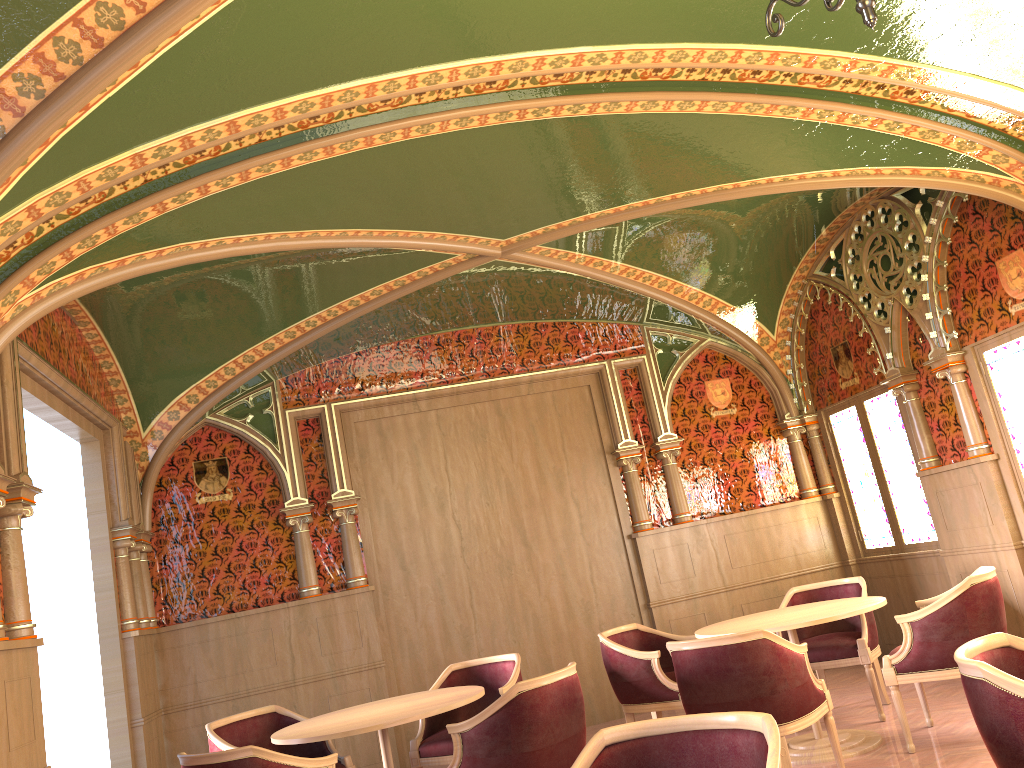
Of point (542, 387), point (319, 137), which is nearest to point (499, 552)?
point (542, 387)

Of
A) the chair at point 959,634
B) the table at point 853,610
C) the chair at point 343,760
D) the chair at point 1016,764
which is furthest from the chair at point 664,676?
the chair at point 1016,764

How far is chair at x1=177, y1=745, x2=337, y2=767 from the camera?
3.7 meters

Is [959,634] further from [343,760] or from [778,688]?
[343,760]

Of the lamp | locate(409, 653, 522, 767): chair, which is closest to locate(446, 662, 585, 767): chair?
locate(409, 653, 522, 767): chair

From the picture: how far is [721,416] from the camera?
8.36m

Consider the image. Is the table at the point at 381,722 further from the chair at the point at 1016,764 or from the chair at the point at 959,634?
the chair at the point at 1016,764

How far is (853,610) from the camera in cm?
494

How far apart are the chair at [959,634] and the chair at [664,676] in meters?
1.2

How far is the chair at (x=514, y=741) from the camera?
4.0 meters
